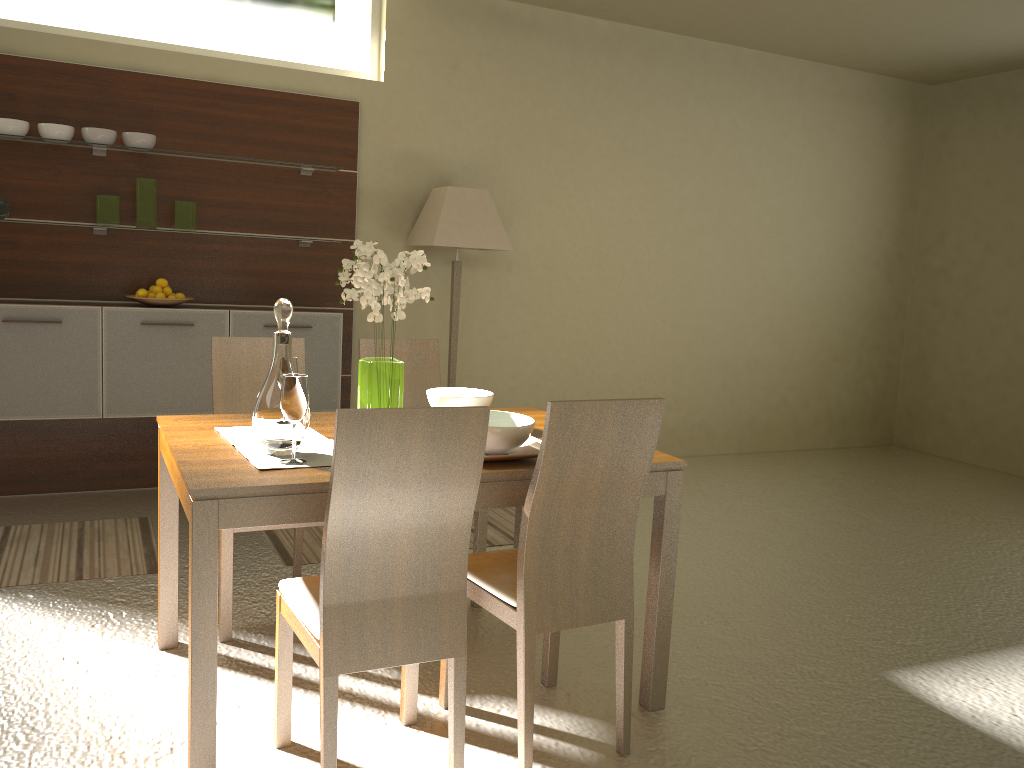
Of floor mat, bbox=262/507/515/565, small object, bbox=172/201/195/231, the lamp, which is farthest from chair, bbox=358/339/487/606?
small object, bbox=172/201/195/231

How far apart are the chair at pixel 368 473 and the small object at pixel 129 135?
3.1m

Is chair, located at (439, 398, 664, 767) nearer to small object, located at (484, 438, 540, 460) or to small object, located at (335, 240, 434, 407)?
small object, located at (484, 438, 540, 460)

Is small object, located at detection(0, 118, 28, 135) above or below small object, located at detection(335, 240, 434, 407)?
above

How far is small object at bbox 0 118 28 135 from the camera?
4.26m

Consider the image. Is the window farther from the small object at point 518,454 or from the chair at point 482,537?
the small object at point 518,454

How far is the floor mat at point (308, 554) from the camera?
4.0 meters

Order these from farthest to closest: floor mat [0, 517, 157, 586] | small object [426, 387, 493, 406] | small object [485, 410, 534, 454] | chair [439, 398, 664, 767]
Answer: floor mat [0, 517, 157, 586] → small object [426, 387, 493, 406] → small object [485, 410, 534, 454] → chair [439, 398, 664, 767]

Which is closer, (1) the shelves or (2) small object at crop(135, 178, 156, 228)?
(1) the shelves

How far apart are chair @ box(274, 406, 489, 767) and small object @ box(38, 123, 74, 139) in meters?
3.1
